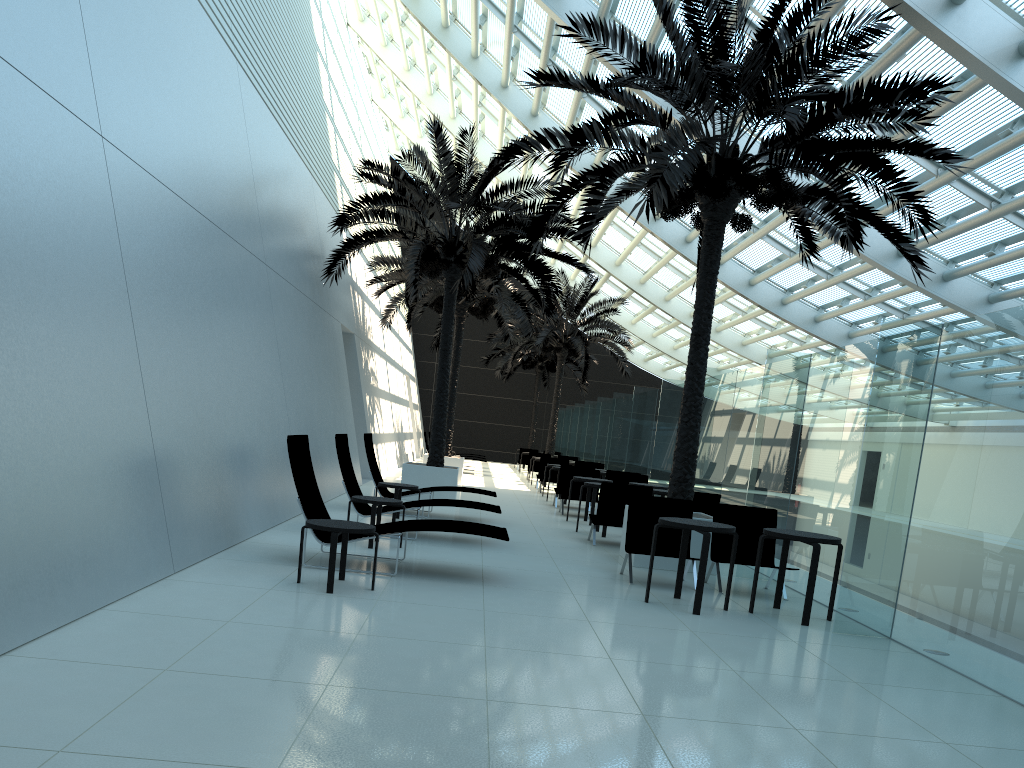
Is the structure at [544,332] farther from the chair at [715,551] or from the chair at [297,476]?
the chair at [297,476]

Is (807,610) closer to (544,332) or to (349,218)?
(349,218)

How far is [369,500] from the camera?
9.24m

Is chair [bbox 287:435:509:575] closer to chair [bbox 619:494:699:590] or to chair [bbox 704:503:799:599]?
chair [bbox 619:494:699:590]

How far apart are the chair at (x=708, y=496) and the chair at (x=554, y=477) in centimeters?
1054cm

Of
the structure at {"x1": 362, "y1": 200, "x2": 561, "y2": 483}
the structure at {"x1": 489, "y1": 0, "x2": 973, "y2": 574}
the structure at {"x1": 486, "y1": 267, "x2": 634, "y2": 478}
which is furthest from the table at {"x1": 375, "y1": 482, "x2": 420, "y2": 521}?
the structure at {"x1": 486, "y1": 267, "x2": 634, "y2": 478}

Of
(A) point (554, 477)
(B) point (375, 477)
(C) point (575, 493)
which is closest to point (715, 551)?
(B) point (375, 477)

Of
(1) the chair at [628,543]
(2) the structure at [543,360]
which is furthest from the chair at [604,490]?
(2) the structure at [543,360]

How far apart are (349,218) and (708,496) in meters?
7.6

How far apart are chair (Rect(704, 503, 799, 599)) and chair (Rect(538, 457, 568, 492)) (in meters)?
12.86
